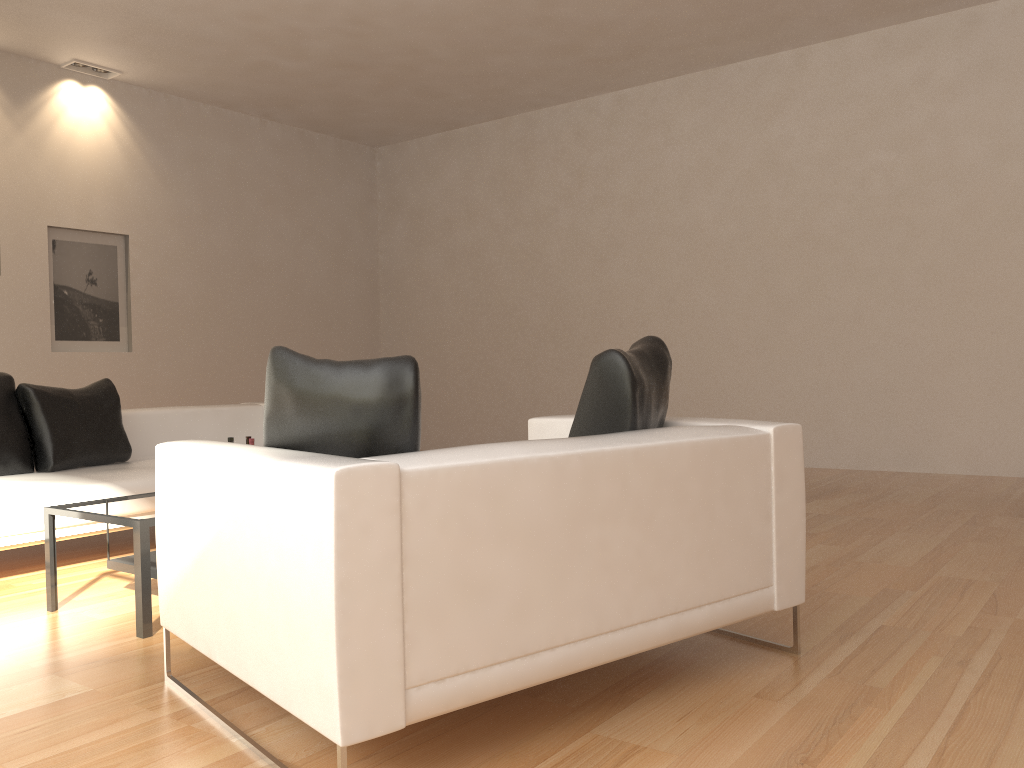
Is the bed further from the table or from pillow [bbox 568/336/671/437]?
pillow [bbox 568/336/671/437]

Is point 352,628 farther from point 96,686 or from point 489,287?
point 489,287

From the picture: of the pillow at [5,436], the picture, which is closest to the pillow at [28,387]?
the pillow at [5,436]

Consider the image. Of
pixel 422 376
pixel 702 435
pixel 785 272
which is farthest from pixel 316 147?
pixel 702 435

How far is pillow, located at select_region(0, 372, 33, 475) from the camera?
4.66m

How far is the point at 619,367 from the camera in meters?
2.7

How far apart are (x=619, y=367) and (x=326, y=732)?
1.37m

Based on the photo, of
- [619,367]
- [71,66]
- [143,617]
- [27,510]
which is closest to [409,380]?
[619,367]

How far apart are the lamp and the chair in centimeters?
646cm

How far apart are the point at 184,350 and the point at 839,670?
7.6m
